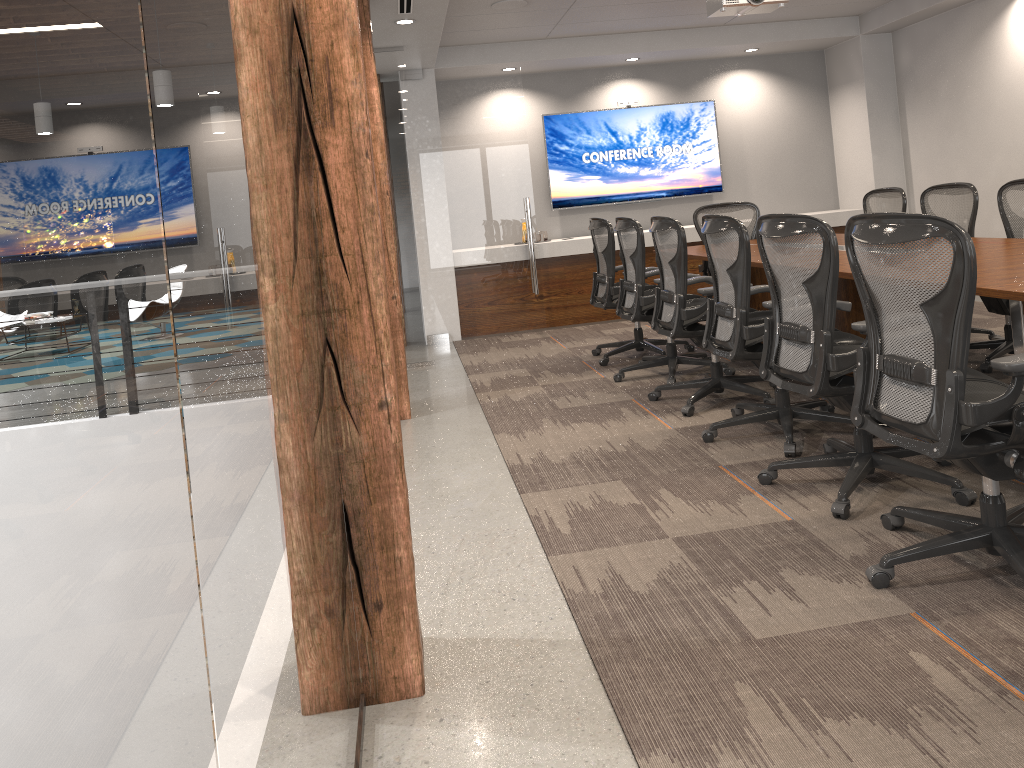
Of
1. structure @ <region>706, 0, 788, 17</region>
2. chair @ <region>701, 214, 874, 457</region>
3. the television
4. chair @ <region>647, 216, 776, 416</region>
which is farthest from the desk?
the television

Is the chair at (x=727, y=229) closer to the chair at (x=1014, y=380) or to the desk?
the desk

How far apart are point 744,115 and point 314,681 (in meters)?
8.86

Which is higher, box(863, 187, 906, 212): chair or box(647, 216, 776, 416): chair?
box(863, 187, 906, 212): chair

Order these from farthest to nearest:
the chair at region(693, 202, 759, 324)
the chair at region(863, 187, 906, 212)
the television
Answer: the television → the chair at region(693, 202, 759, 324) → the chair at region(863, 187, 906, 212)

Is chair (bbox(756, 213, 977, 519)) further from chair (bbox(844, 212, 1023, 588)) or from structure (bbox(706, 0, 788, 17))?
structure (bbox(706, 0, 788, 17))

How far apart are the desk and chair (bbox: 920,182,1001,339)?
0.6 meters

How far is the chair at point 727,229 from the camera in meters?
3.9

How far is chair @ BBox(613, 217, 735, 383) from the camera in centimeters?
548cm

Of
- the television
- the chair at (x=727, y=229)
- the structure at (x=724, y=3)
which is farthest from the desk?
the television
